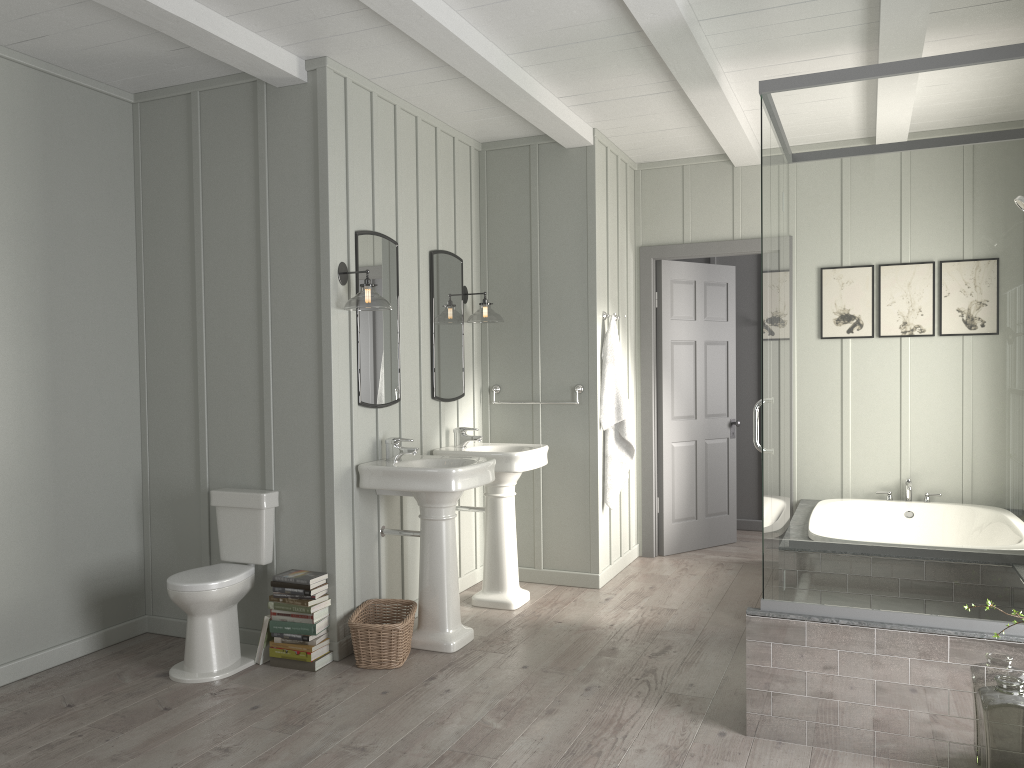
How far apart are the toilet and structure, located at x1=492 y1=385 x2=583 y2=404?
1.86m

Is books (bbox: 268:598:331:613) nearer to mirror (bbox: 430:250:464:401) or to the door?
mirror (bbox: 430:250:464:401)

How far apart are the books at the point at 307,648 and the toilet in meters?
0.2 m

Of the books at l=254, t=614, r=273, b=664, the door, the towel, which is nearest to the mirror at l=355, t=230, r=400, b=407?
the books at l=254, t=614, r=273, b=664

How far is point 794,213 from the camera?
3.2m

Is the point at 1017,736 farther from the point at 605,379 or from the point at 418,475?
the point at 605,379

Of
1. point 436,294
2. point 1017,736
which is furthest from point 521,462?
point 1017,736

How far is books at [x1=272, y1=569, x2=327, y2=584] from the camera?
3.91m

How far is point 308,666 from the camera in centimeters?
391cm

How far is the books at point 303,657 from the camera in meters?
3.9
